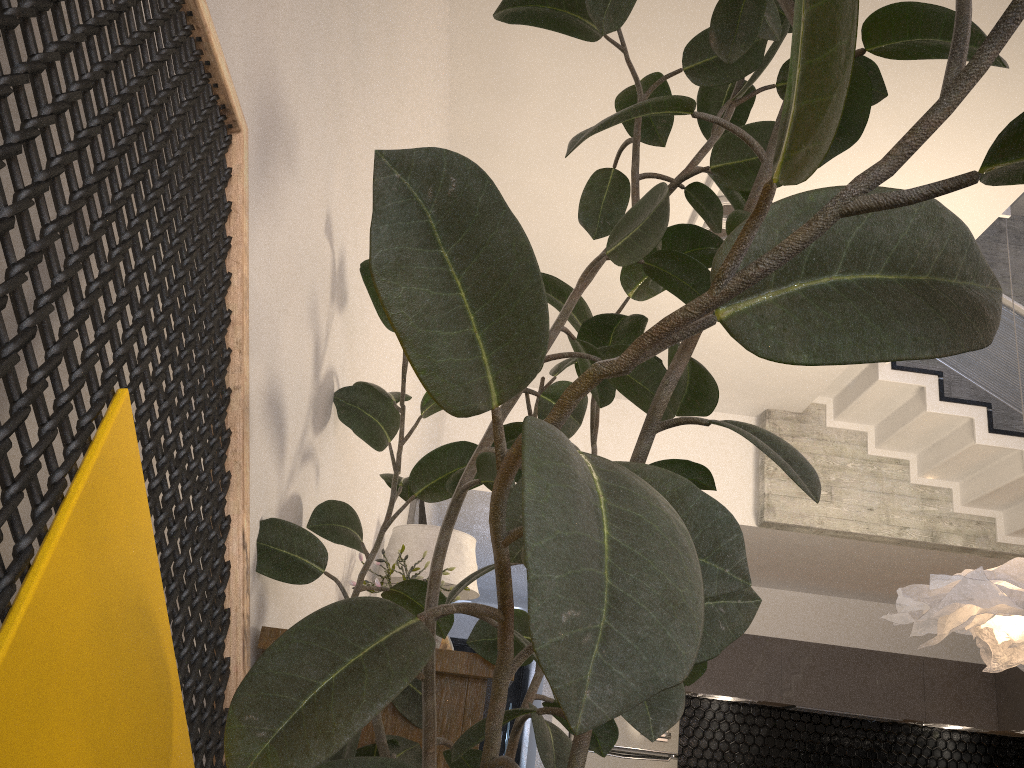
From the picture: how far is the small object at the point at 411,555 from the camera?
3.1m

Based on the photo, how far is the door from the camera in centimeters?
997cm

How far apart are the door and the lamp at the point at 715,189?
7.1 meters

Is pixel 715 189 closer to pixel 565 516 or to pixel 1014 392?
pixel 1014 392

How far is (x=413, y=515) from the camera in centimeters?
427cm

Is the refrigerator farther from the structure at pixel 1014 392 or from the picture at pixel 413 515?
the picture at pixel 413 515

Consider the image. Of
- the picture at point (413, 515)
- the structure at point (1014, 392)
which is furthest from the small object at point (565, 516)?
the structure at point (1014, 392)

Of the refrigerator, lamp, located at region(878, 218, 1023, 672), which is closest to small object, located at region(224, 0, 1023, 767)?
lamp, located at region(878, 218, 1023, 672)

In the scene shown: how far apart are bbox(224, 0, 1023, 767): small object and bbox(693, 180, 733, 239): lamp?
2.30m

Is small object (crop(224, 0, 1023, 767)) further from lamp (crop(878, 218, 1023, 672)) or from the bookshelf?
lamp (crop(878, 218, 1023, 672))
